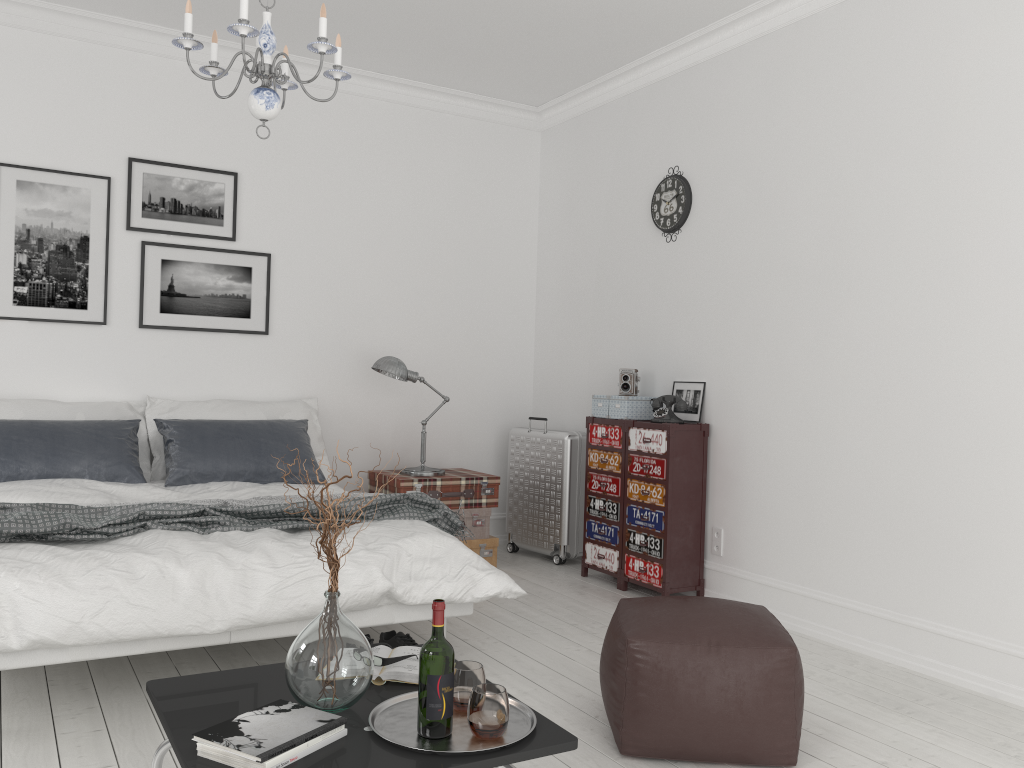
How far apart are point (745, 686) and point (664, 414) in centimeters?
222cm

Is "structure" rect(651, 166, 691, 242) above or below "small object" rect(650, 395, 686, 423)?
above

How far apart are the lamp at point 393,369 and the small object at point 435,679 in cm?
319

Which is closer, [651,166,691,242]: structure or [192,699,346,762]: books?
[192,699,346,762]: books

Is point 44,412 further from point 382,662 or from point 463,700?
point 463,700

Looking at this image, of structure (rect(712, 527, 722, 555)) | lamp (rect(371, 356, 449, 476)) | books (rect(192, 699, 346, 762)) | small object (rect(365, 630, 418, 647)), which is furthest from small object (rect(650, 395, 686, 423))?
books (rect(192, 699, 346, 762))

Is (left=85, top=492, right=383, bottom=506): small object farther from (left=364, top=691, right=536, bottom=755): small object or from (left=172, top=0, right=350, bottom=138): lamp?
(left=364, top=691, right=536, bottom=755): small object

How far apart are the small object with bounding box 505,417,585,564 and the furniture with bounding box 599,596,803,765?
2.35m

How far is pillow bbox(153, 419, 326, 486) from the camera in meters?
4.5 m

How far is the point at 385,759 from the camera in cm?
188
